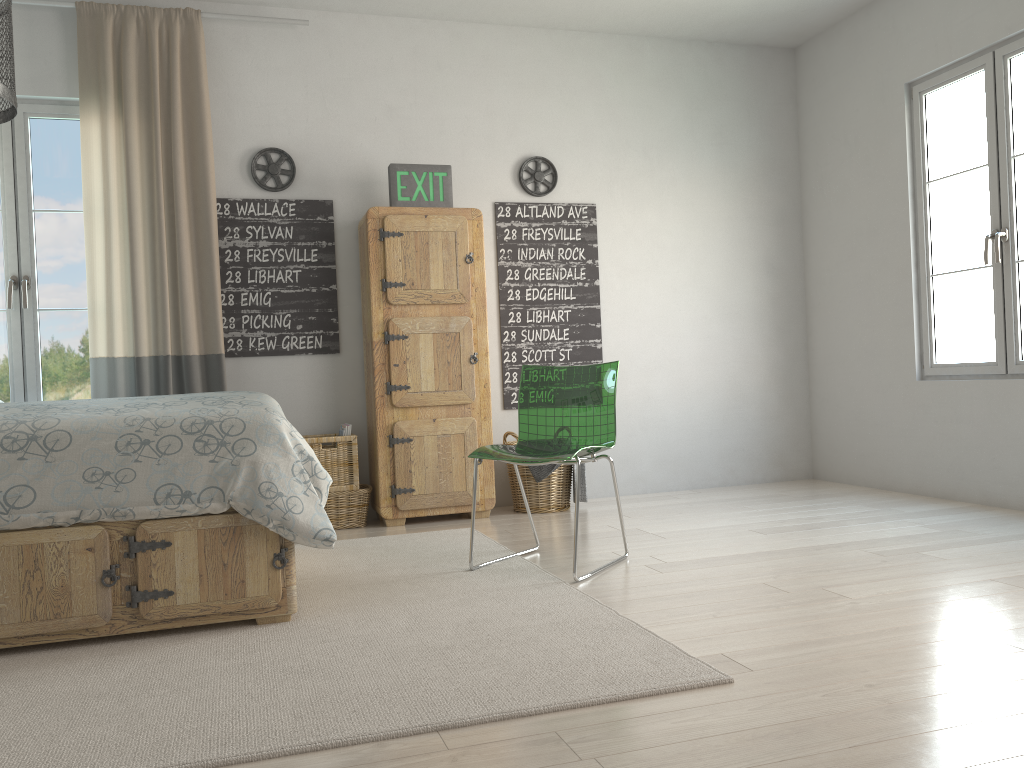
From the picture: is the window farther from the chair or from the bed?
the chair

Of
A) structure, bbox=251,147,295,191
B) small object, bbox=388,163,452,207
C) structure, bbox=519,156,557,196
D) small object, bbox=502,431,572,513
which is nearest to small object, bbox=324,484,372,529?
small object, bbox=502,431,572,513

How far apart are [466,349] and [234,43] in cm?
194

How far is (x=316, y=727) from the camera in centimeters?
181cm

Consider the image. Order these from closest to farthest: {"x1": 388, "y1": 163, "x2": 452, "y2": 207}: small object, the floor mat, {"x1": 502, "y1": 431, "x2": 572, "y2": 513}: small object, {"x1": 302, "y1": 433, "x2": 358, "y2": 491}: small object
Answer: the floor mat < {"x1": 302, "y1": 433, "x2": 358, "y2": 491}: small object < {"x1": 388, "y1": 163, "x2": 452, "y2": 207}: small object < {"x1": 502, "y1": 431, "x2": 572, "y2": 513}: small object

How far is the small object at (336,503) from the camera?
4.3 meters

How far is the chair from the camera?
3.2 meters

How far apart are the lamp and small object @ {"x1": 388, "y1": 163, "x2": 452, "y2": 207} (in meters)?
2.52

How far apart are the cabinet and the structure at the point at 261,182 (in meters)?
0.45

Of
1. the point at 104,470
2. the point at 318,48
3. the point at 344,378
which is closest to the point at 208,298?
the point at 344,378
